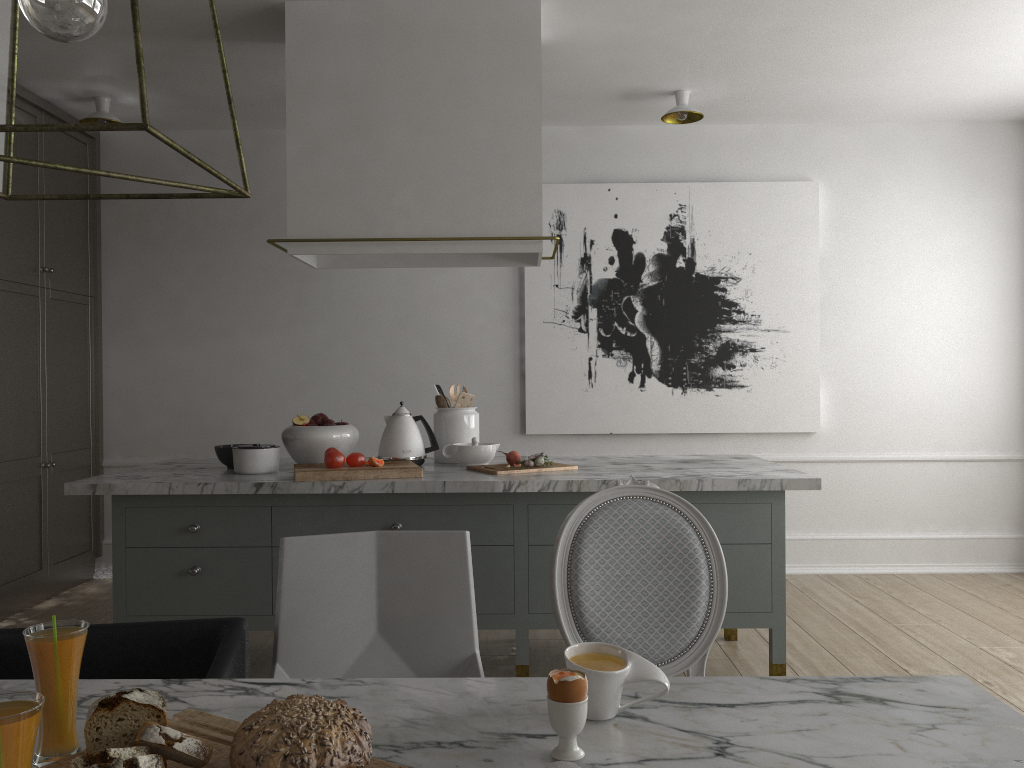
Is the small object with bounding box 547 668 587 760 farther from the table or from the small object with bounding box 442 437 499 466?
the small object with bounding box 442 437 499 466

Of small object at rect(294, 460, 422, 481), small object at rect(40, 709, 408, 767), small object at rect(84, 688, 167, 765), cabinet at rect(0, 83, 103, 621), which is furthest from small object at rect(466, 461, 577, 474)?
cabinet at rect(0, 83, 103, 621)

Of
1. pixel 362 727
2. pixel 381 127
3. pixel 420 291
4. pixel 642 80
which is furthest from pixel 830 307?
pixel 362 727

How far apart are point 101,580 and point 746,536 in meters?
3.5

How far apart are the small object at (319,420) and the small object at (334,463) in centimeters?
33cm

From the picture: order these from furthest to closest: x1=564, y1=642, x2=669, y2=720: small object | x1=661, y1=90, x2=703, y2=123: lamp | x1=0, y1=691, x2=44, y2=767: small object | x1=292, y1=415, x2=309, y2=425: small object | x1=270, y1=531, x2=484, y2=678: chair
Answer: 1. x1=661, y1=90, x2=703, y2=123: lamp
2. x1=292, y1=415, x2=309, y2=425: small object
3. x1=270, y1=531, x2=484, y2=678: chair
4. x1=564, y1=642, x2=669, y2=720: small object
5. x1=0, y1=691, x2=44, y2=767: small object

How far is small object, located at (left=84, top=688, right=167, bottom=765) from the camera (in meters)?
0.95

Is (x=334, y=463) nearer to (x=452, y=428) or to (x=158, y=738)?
(x=452, y=428)

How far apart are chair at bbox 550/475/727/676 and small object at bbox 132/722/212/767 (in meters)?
0.91

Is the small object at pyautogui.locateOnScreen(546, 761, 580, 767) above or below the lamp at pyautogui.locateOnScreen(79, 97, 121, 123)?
below
